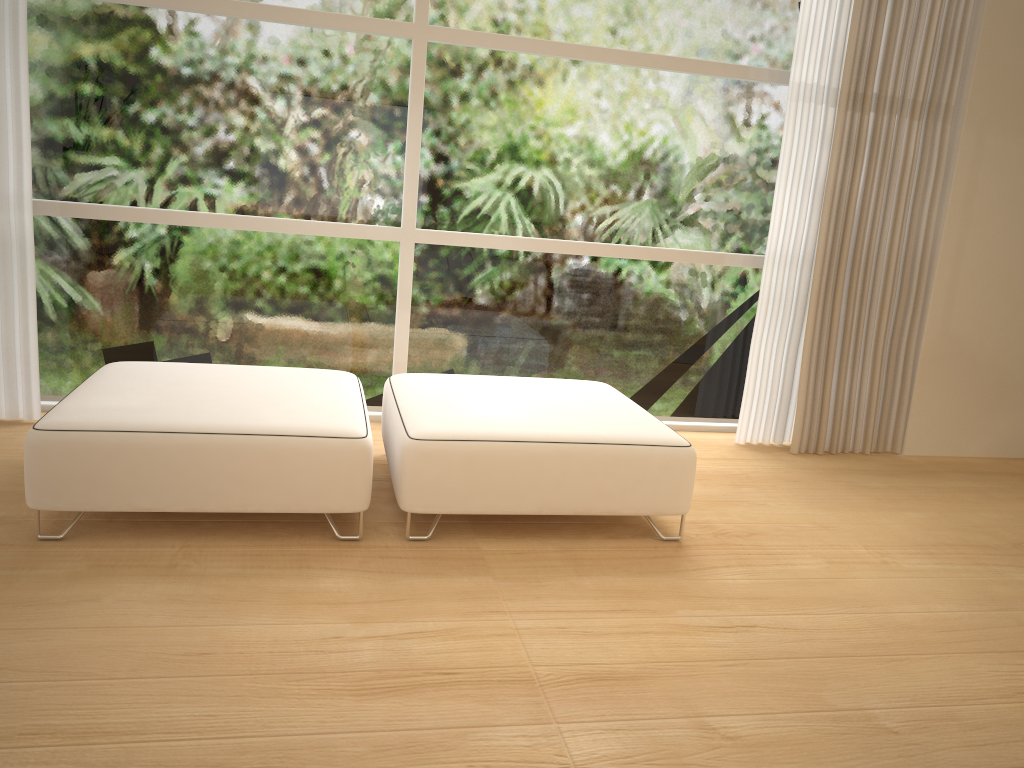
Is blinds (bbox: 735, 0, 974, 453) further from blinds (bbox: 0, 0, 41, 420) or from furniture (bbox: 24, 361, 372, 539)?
blinds (bbox: 0, 0, 41, 420)

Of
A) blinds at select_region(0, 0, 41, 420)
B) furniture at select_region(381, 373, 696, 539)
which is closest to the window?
blinds at select_region(0, 0, 41, 420)

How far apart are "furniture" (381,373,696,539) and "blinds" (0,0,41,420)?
1.4 meters

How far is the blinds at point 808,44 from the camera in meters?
3.9 m

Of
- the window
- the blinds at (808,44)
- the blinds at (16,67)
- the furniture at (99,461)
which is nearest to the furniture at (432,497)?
the furniture at (99,461)

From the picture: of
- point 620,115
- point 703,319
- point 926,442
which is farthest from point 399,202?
point 926,442

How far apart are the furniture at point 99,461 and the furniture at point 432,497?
0.10m

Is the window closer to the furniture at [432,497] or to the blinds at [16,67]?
the blinds at [16,67]

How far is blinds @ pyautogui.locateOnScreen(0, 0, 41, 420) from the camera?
3.3m

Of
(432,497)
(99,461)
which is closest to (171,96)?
(99,461)
